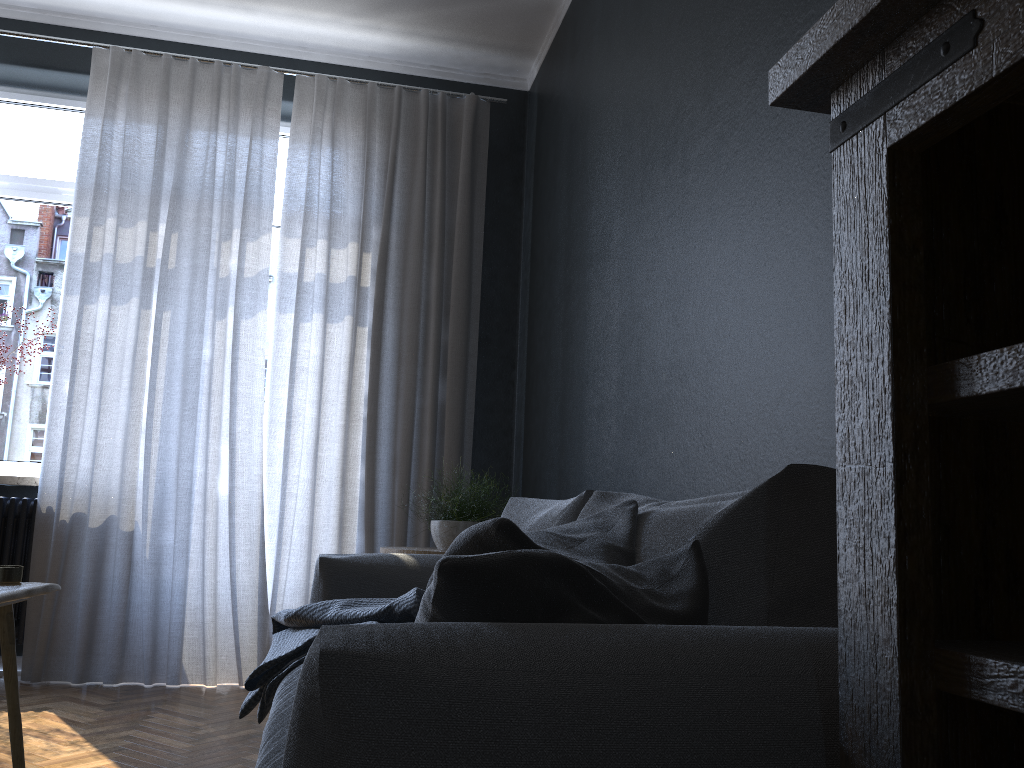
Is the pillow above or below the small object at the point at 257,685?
above

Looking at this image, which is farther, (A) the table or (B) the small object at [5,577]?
(B) the small object at [5,577]

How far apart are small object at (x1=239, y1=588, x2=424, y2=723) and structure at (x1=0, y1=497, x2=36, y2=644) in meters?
1.7

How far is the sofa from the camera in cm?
76

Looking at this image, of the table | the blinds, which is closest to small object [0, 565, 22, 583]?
Result: the table

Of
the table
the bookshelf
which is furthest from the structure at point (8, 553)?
the bookshelf

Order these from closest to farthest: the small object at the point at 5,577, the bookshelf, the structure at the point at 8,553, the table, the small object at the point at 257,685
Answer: the bookshelf, the table, the small object at the point at 5,577, the small object at the point at 257,685, the structure at the point at 8,553

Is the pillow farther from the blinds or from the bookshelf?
the blinds

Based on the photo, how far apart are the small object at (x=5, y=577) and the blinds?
1.96m

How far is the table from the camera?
1.7m
